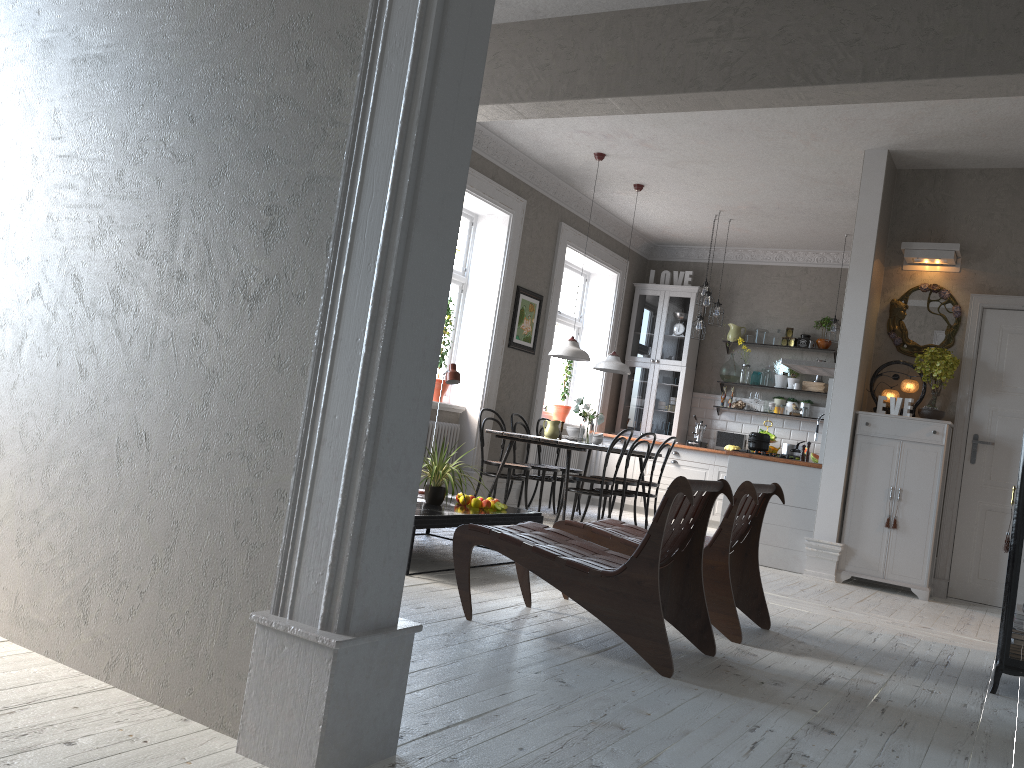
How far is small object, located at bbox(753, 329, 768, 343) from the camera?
10.3m

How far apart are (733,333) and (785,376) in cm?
78

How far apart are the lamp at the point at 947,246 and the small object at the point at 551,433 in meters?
3.1 m

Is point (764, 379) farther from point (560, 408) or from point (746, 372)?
point (560, 408)

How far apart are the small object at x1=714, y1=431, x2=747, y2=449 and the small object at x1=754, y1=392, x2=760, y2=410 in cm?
47

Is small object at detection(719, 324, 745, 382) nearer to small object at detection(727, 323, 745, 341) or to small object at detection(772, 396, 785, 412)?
small object at detection(727, 323, 745, 341)

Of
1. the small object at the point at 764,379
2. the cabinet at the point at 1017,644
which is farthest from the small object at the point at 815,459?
the cabinet at the point at 1017,644

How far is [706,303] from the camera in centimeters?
898cm

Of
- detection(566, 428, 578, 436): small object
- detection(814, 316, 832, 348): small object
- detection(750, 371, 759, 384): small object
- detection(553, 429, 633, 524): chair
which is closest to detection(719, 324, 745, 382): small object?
detection(750, 371, 759, 384): small object

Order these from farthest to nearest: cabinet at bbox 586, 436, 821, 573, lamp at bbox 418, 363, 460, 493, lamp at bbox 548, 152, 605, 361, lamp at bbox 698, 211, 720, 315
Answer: lamp at bbox 698, 211, 720, 315 < lamp at bbox 548, 152, 605, 361 < cabinet at bbox 586, 436, 821, 573 < lamp at bbox 418, 363, 460, 493
